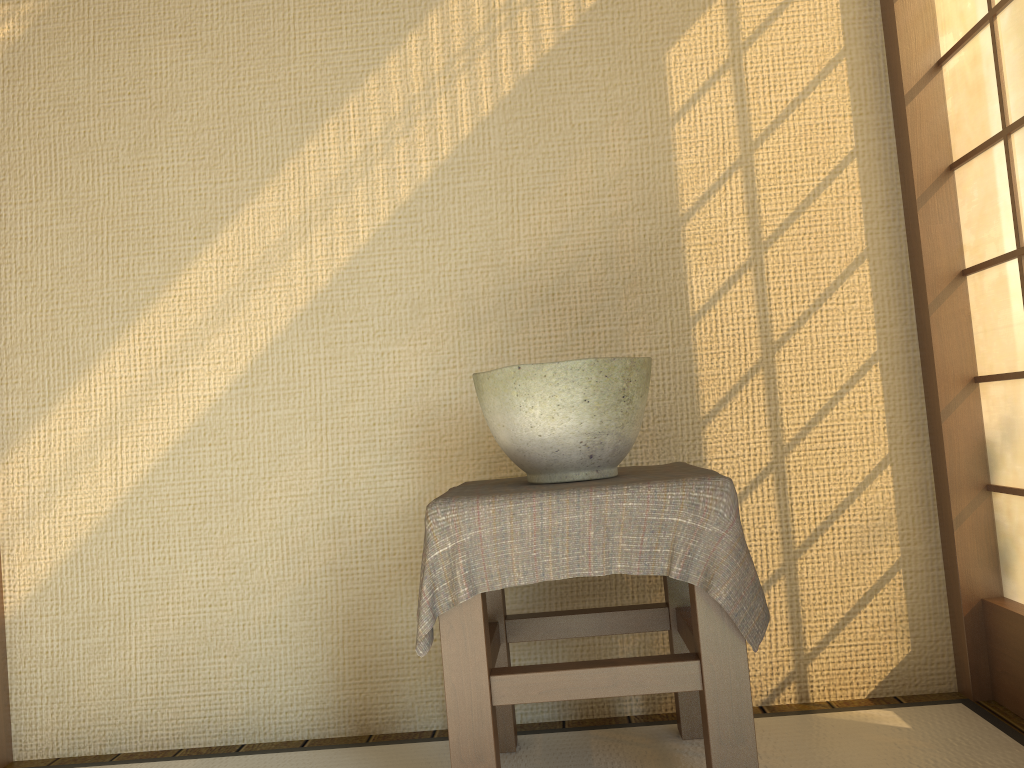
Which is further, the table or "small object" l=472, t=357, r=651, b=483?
"small object" l=472, t=357, r=651, b=483

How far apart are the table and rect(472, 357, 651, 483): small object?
0.0m

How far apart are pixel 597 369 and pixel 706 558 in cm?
38

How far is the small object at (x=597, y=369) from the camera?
1.6m

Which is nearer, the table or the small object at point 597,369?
the table

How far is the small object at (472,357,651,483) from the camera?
1.61m

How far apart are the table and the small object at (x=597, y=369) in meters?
0.0

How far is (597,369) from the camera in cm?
161

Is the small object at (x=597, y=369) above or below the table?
above
